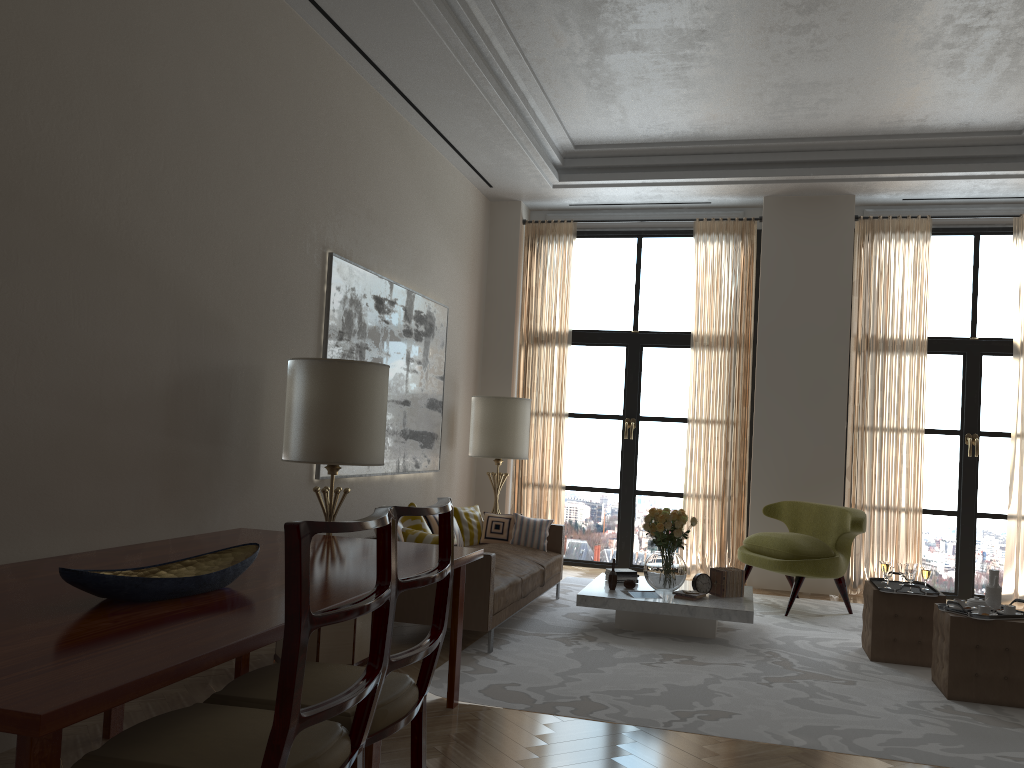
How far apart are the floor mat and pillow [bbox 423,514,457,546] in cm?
109

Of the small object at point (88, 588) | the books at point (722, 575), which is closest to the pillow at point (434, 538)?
the books at point (722, 575)

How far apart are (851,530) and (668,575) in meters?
2.3

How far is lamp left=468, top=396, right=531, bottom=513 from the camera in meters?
10.9

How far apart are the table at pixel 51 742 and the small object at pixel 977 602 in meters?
3.9 m

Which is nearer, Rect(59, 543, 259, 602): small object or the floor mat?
Rect(59, 543, 259, 602): small object

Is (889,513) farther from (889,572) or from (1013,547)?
(889,572)

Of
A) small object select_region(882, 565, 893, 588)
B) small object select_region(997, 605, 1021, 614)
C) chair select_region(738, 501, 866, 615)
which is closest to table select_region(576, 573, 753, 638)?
chair select_region(738, 501, 866, 615)

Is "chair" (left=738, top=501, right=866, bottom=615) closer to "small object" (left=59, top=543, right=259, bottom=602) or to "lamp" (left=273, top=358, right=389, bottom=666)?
"lamp" (left=273, top=358, right=389, bottom=666)

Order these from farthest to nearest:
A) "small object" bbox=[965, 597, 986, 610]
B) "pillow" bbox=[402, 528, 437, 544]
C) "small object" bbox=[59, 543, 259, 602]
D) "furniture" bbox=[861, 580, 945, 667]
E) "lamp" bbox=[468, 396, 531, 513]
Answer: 1. "lamp" bbox=[468, 396, 531, 513]
2. "furniture" bbox=[861, 580, 945, 667]
3. "pillow" bbox=[402, 528, 437, 544]
4. "small object" bbox=[965, 597, 986, 610]
5. "small object" bbox=[59, 543, 259, 602]
